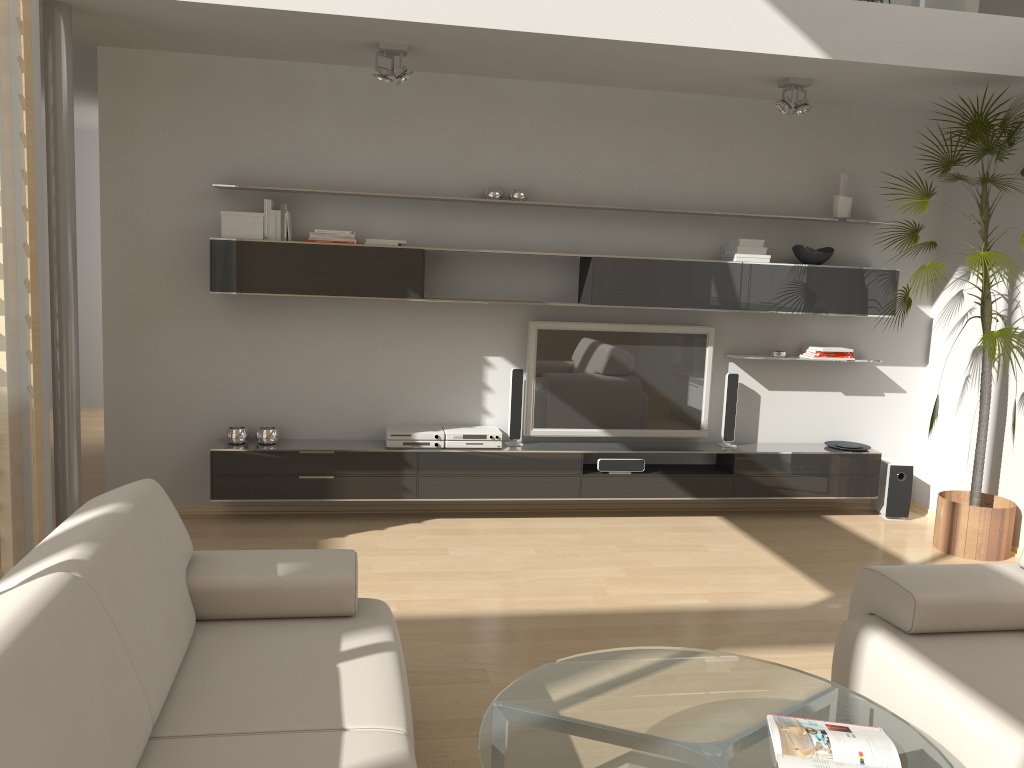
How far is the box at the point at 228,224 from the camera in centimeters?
496cm

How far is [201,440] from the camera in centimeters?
537cm

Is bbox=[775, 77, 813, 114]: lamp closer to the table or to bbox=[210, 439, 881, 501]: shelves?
bbox=[210, 439, 881, 501]: shelves

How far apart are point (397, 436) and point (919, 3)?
3.72m

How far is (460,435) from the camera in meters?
5.4 m

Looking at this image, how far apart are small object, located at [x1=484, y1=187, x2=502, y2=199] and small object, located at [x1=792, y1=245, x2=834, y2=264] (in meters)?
1.93

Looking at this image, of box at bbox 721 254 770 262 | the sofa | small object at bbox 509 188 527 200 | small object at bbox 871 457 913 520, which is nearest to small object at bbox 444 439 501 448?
small object at bbox 509 188 527 200

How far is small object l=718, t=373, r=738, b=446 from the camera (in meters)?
5.77

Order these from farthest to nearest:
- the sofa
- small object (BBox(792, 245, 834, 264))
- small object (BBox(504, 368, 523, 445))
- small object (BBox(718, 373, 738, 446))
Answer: small object (BBox(718, 373, 738, 446)) → small object (BBox(792, 245, 834, 264)) → small object (BBox(504, 368, 523, 445)) → the sofa

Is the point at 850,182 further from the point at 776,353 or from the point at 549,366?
the point at 549,366
